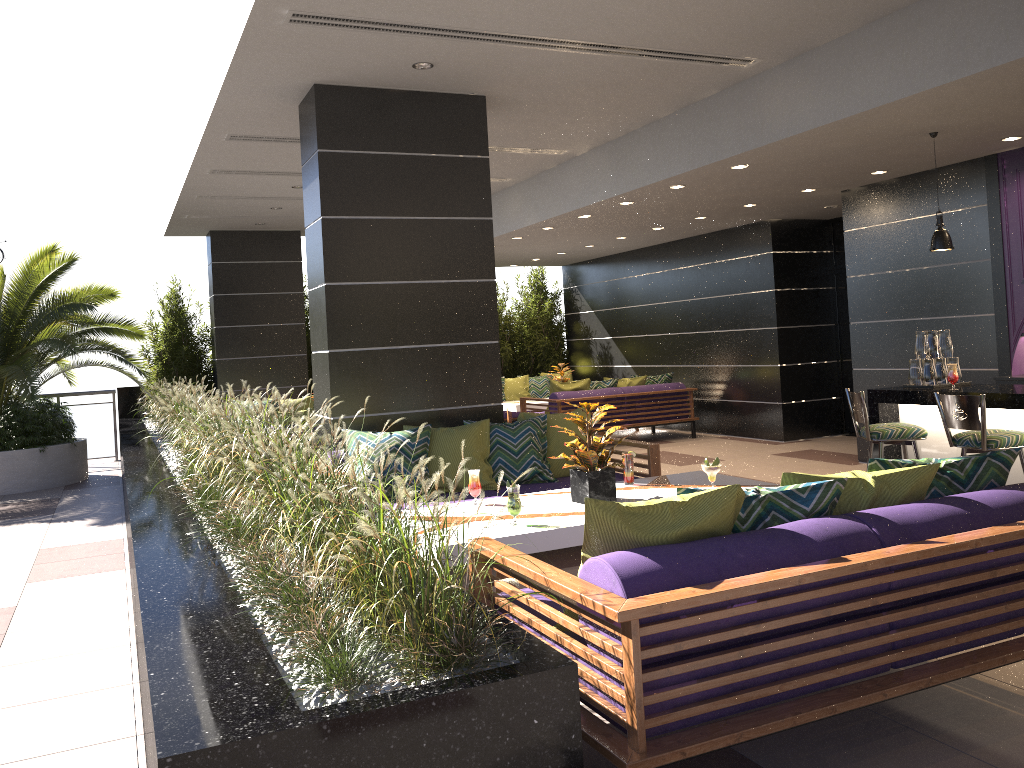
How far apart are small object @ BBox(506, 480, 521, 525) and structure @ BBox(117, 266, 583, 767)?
0.8 meters

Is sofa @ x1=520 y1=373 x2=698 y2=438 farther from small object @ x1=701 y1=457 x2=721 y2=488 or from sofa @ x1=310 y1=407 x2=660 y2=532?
small object @ x1=701 y1=457 x2=721 y2=488

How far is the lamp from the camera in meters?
6.3 m

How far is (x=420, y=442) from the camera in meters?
5.8

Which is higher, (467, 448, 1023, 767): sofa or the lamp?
the lamp

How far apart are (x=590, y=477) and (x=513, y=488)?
0.6 meters

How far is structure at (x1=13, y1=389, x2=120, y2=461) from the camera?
12.94m

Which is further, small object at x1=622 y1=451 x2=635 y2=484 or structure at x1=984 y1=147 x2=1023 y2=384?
structure at x1=984 y1=147 x2=1023 y2=384

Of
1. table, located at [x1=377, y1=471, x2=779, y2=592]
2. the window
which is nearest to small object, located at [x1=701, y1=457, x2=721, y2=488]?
table, located at [x1=377, y1=471, x2=779, y2=592]

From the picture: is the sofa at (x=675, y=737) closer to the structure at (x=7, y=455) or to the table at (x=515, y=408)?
the structure at (x=7, y=455)
